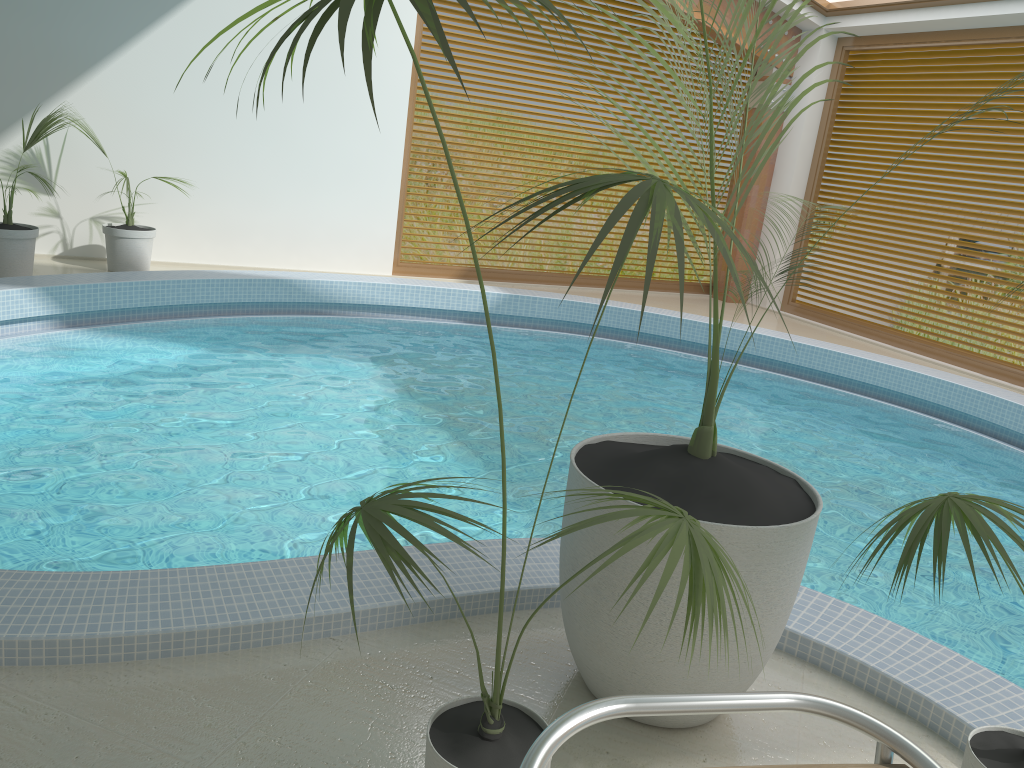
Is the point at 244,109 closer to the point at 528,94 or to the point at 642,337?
the point at 642,337

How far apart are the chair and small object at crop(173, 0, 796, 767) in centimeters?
20cm

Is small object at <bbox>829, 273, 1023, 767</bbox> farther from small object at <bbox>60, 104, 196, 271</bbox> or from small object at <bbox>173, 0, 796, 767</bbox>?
small object at <bbox>60, 104, 196, 271</bbox>

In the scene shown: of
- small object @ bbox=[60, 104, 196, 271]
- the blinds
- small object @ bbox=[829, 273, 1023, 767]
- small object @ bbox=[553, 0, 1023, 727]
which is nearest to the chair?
small object @ bbox=[829, 273, 1023, 767]

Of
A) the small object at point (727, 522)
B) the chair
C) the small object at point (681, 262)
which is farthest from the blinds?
the chair

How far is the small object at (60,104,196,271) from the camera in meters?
7.2 m

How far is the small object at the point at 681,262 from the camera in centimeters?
117cm

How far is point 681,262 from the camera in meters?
1.2

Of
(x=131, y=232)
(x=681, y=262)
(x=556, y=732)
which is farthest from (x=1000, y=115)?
(x=556, y=732)

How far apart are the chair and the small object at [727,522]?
0.81m
